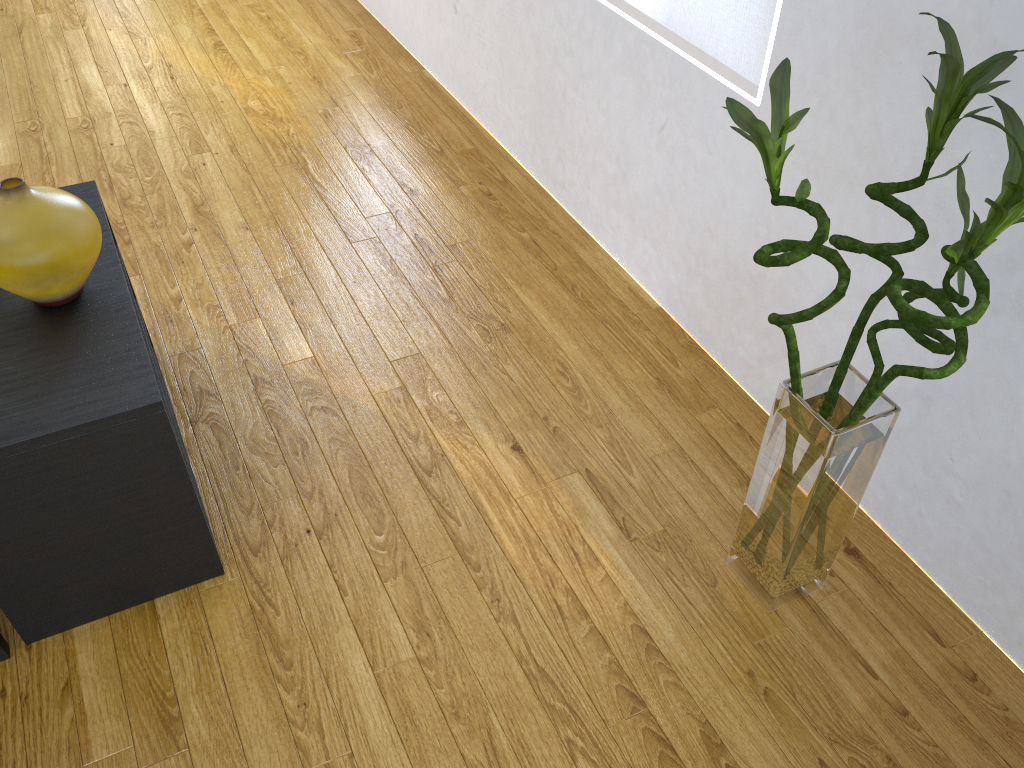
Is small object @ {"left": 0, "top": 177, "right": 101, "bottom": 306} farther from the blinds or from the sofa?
the blinds

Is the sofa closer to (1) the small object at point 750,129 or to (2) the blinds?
(1) the small object at point 750,129

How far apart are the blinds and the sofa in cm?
170

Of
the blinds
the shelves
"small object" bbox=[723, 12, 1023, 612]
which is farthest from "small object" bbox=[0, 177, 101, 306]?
the blinds

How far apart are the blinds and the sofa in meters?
1.7 m

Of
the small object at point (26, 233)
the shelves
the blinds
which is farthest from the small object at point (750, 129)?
the small object at point (26, 233)

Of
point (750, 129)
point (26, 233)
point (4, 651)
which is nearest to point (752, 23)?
point (750, 129)

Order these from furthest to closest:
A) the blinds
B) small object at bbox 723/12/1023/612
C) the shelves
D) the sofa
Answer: the blinds
the sofa
the shelves
small object at bbox 723/12/1023/612

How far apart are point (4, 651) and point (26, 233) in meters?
0.7

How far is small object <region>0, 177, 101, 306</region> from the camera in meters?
1.4
